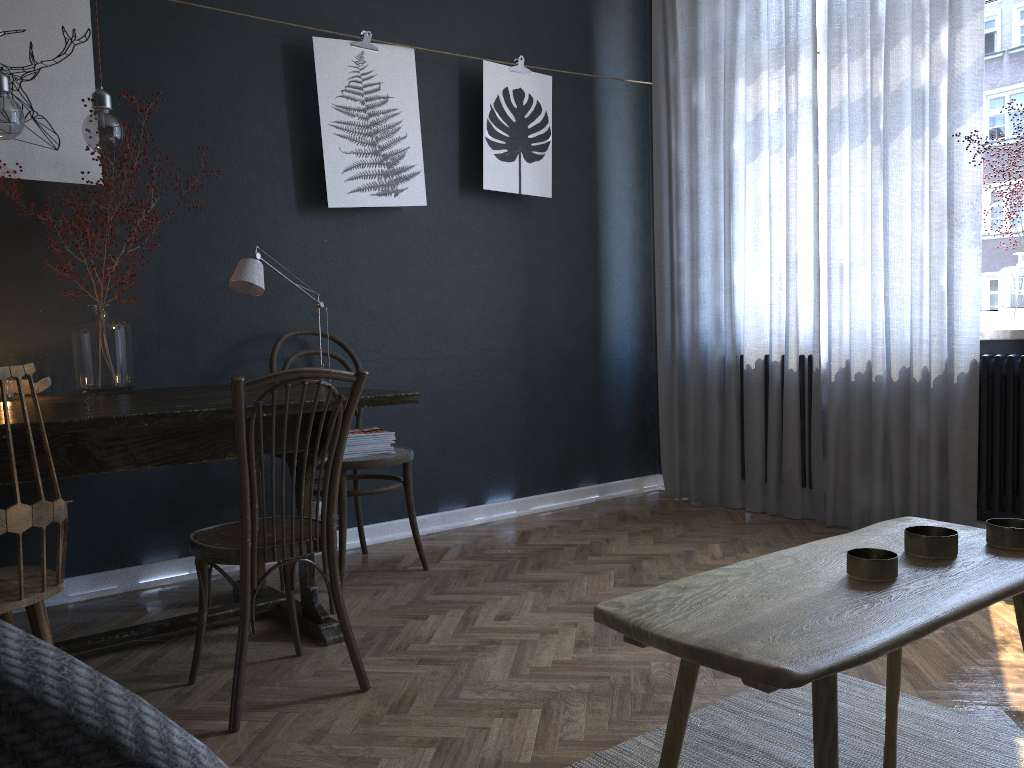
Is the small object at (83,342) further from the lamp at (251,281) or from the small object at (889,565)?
the small object at (889,565)

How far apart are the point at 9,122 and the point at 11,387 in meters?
0.8 m

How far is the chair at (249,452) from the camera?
1.98m

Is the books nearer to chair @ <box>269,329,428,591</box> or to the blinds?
chair @ <box>269,329,428,591</box>

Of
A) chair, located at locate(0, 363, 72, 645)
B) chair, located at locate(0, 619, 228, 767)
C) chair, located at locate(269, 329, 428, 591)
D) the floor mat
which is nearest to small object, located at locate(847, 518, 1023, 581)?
the floor mat

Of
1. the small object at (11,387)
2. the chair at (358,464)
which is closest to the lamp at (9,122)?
the small object at (11,387)

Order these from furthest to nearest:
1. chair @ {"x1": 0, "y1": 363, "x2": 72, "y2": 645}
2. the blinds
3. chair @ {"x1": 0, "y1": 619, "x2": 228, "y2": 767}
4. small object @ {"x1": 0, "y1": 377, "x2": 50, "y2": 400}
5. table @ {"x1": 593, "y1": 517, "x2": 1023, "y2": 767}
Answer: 1. the blinds
2. small object @ {"x1": 0, "y1": 377, "x2": 50, "y2": 400}
3. chair @ {"x1": 0, "y1": 363, "x2": 72, "y2": 645}
4. table @ {"x1": 593, "y1": 517, "x2": 1023, "y2": 767}
5. chair @ {"x1": 0, "y1": 619, "x2": 228, "y2": 767}

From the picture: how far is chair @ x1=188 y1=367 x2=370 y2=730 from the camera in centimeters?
198cm

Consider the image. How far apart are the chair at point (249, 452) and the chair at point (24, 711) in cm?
156

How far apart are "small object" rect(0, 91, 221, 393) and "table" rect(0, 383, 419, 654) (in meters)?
0.05
